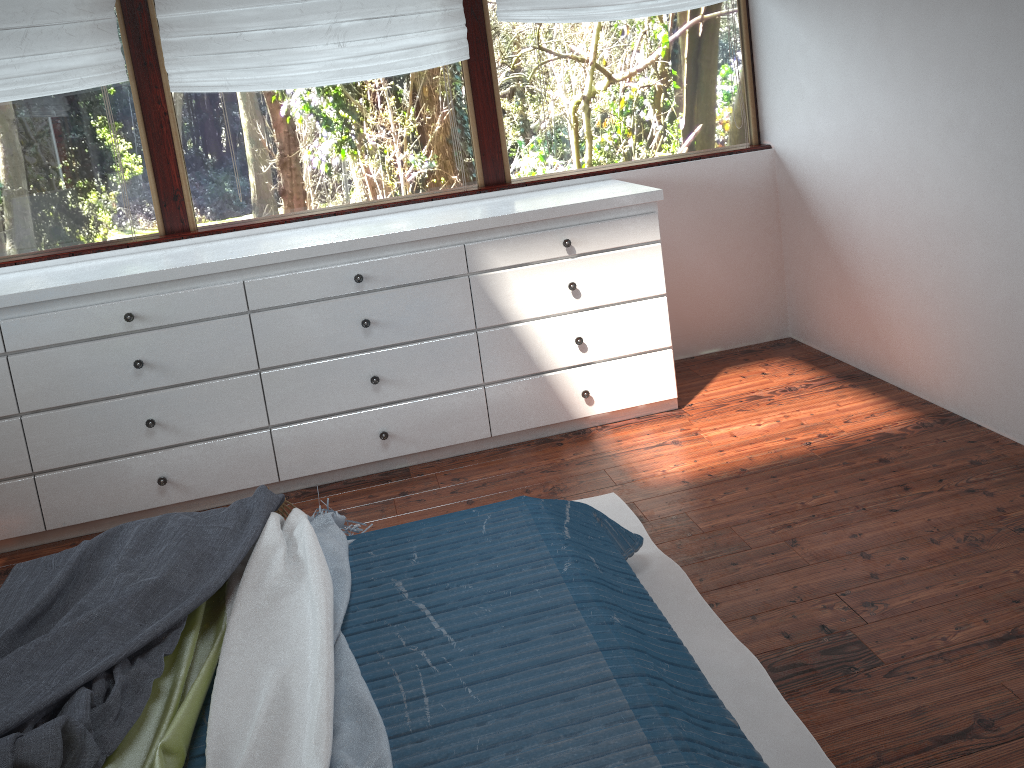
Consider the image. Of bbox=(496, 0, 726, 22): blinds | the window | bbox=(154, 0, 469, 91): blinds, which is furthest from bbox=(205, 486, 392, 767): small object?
bbox=(496, 0, 726, 22): blinds

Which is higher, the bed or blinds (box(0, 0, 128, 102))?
blinds (box(0, 0, 128, 102))

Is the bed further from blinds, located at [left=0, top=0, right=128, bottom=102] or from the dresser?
blinds, located at [left=0, top=0, right=128, bottom=102]

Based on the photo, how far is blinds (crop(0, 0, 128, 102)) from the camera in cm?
320

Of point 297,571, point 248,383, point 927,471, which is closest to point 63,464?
point 248,383

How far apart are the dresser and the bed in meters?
1.0 m

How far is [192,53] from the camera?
3.3 meters

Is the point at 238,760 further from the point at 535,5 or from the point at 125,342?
the point at 535,5

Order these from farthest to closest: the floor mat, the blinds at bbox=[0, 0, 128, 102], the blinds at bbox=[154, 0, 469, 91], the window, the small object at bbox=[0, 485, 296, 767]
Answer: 1. the window
2. the blinds at bbox=[154, 0, 469, 91]
3. the blinds at bbox=[0, 0, 128, 102]
4. the floor mat
5. the small object at bbox=[0, 485, 296, 767]

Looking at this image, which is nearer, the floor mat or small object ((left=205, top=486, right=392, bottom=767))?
small object ((left=205, top=486, right=392, bottom=767))
